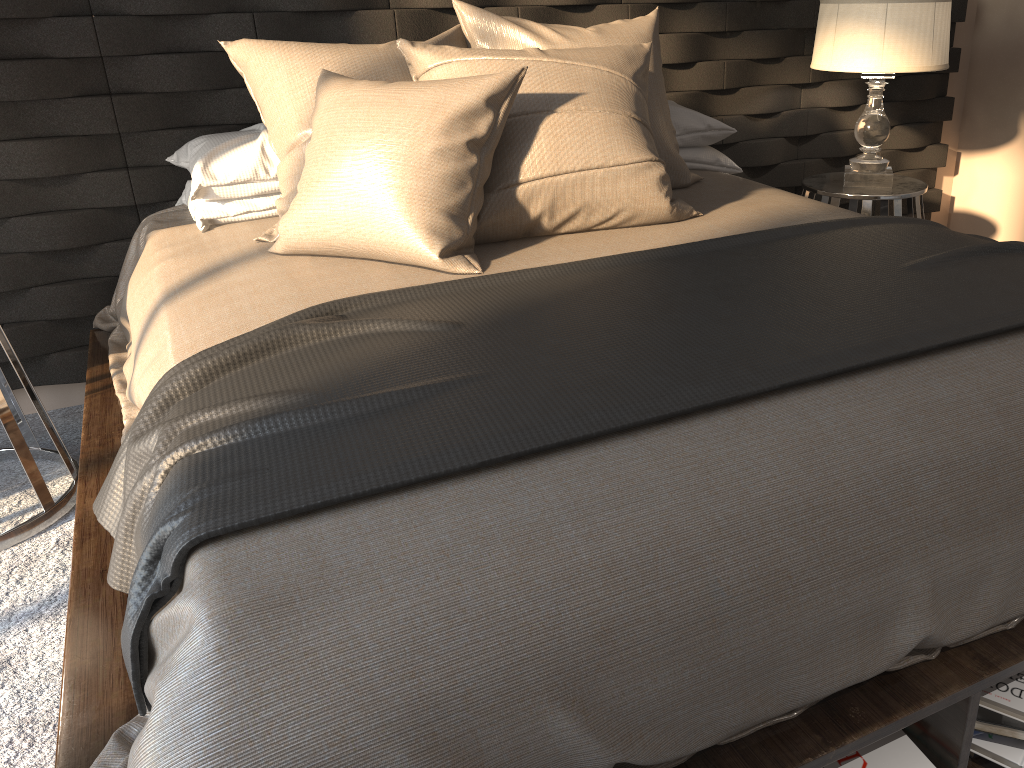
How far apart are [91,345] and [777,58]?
2.55m

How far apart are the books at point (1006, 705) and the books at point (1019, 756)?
0.0 meters

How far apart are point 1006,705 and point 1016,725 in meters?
0.0 m

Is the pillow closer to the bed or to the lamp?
the bed

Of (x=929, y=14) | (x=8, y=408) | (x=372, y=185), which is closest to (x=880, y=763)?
(x=372, y=185)

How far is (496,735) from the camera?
0.9 meters

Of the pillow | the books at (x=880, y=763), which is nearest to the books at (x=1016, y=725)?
the books at (x=880, y=763)

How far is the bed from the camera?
0.9 meters

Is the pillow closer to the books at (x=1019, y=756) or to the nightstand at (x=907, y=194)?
the nightstand at (x=907, y=194)

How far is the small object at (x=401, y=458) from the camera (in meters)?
1.10
